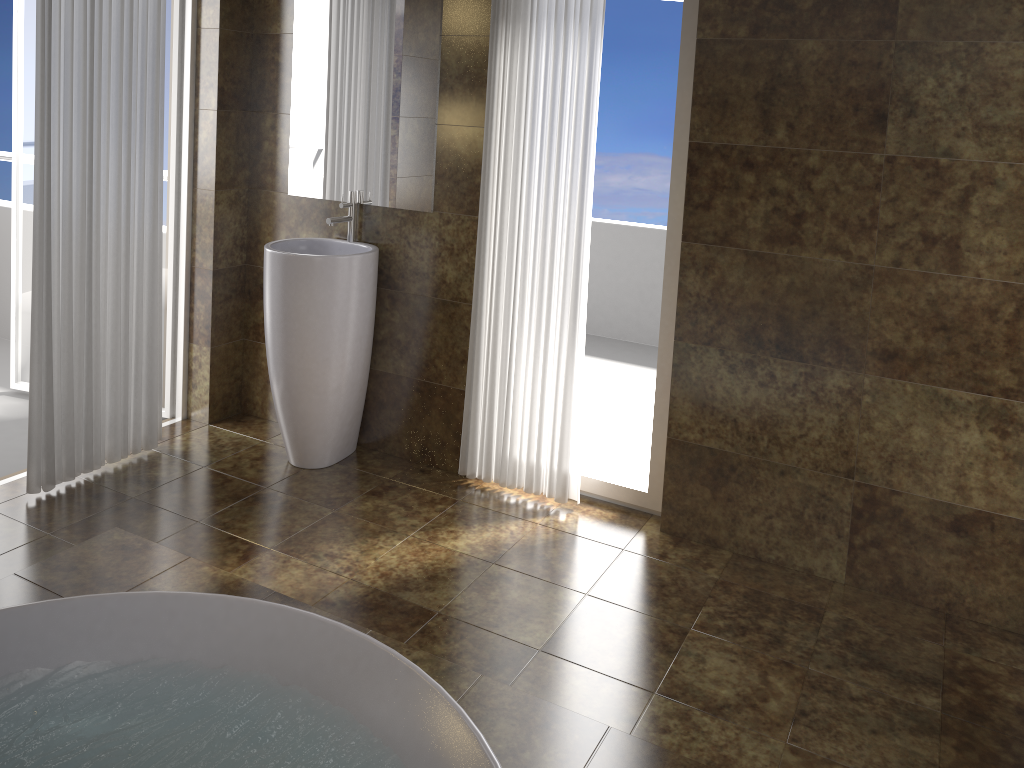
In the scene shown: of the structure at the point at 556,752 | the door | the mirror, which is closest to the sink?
the mirror

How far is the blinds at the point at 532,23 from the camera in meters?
3.1 m

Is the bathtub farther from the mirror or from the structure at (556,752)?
the mirror

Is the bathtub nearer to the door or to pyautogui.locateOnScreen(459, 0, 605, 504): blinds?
pyautogui.locateOnScreen(459, 0, 605, 504): blinds

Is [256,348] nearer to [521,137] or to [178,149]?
[178,149]

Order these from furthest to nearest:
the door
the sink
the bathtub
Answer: the door < the sink < the bathtub

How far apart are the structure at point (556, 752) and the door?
1.3 meters

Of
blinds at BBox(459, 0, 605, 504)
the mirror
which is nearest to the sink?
the mirror

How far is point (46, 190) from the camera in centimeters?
302cm

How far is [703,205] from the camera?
3.0 meters
